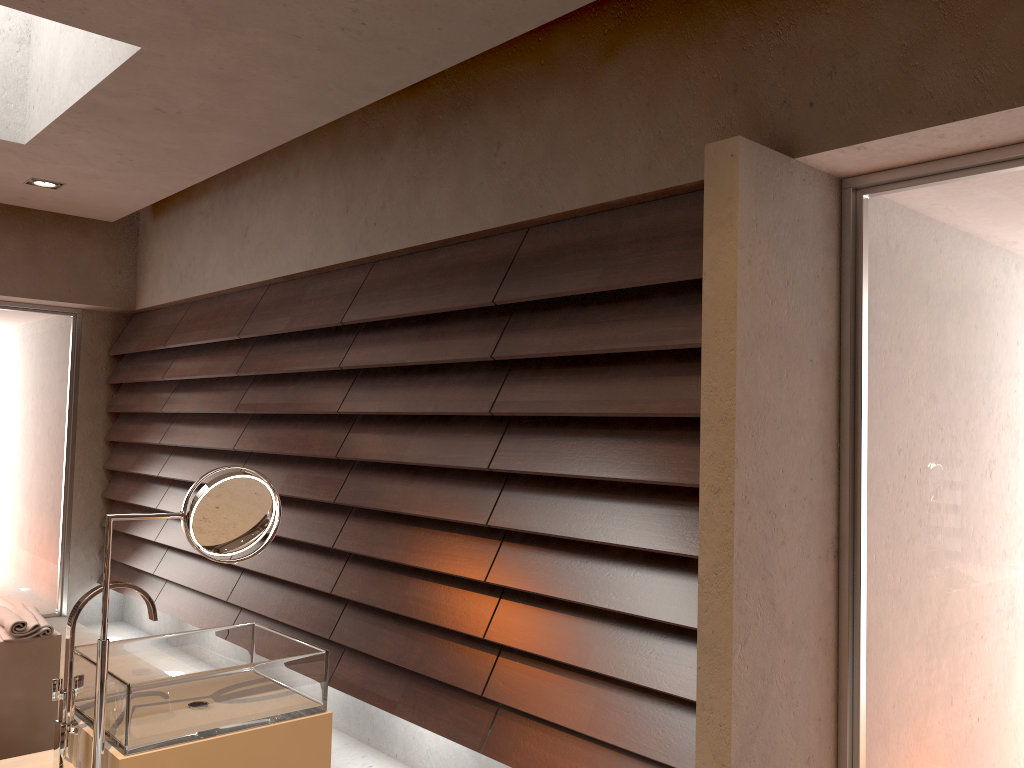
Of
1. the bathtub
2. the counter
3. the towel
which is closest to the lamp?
the bathtub

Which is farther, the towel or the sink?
the towel

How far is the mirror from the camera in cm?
156

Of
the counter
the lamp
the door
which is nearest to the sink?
the counter

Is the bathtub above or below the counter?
below

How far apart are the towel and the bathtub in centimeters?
2cm

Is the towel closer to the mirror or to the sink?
the sink

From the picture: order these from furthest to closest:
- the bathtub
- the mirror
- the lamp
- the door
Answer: the door
the lamp
the bathtub
the mirror

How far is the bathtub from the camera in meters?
3.1 m

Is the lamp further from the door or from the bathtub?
the bathtub
